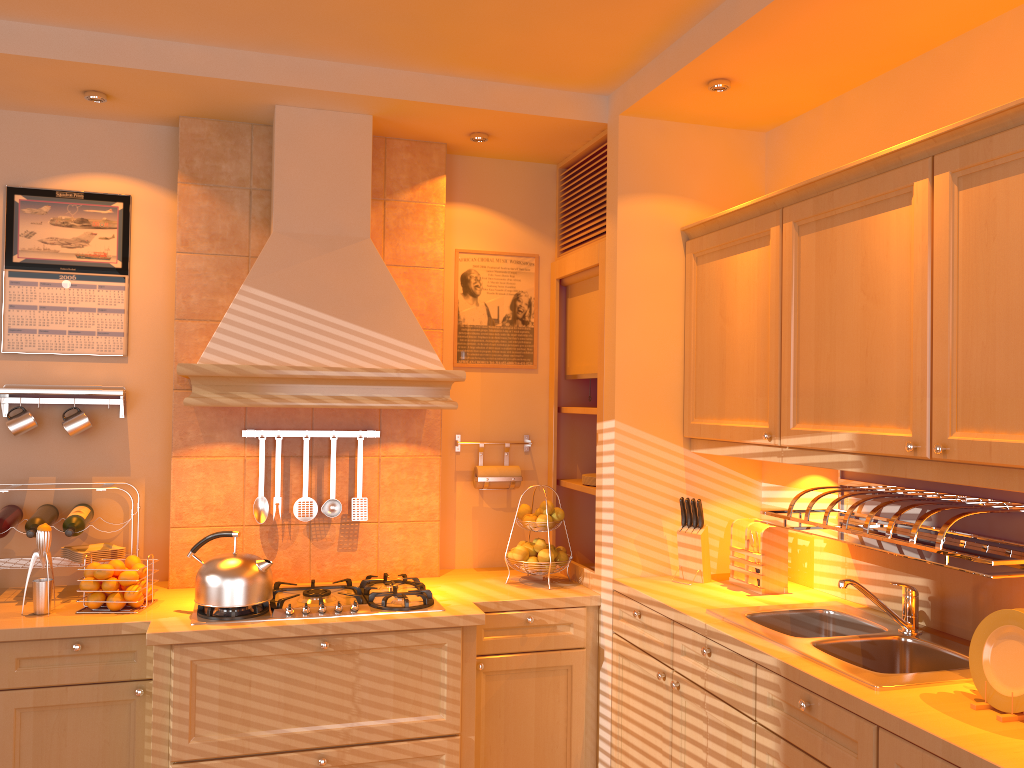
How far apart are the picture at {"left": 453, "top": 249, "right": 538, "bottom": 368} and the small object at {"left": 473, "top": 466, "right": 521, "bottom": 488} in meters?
0.4

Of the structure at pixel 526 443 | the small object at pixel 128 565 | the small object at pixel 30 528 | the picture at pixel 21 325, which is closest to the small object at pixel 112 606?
the small object at pixel 128 565

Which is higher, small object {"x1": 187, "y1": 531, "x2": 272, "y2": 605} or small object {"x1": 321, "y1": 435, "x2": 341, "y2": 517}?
small object {"x1": 321, "y1": 435, "x2": 341, "y2": 517}

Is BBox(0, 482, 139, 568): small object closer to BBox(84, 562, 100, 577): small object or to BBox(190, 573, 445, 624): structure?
BBox(84, 562, 100, 577): small object

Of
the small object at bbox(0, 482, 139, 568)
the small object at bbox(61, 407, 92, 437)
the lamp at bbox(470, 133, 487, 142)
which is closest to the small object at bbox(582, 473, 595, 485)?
the lamp at bbox(470, 133, 487, 142)

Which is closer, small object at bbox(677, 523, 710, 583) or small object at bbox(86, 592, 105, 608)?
small object at bbox(86, 592, 105, 608)

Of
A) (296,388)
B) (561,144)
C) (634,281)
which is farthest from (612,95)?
(296,388)

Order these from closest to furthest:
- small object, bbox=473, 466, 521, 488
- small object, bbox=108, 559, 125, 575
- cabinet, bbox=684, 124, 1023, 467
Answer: cabinet, bbox=684, 124, 1023, 467 → small object, bbox=108, 559, 125, 575 → small object, bbox=473, 466, 521, 488

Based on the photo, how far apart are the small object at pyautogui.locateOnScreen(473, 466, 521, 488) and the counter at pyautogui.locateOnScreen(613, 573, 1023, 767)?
0.71m

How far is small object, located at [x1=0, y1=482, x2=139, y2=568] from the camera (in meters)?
3.05
